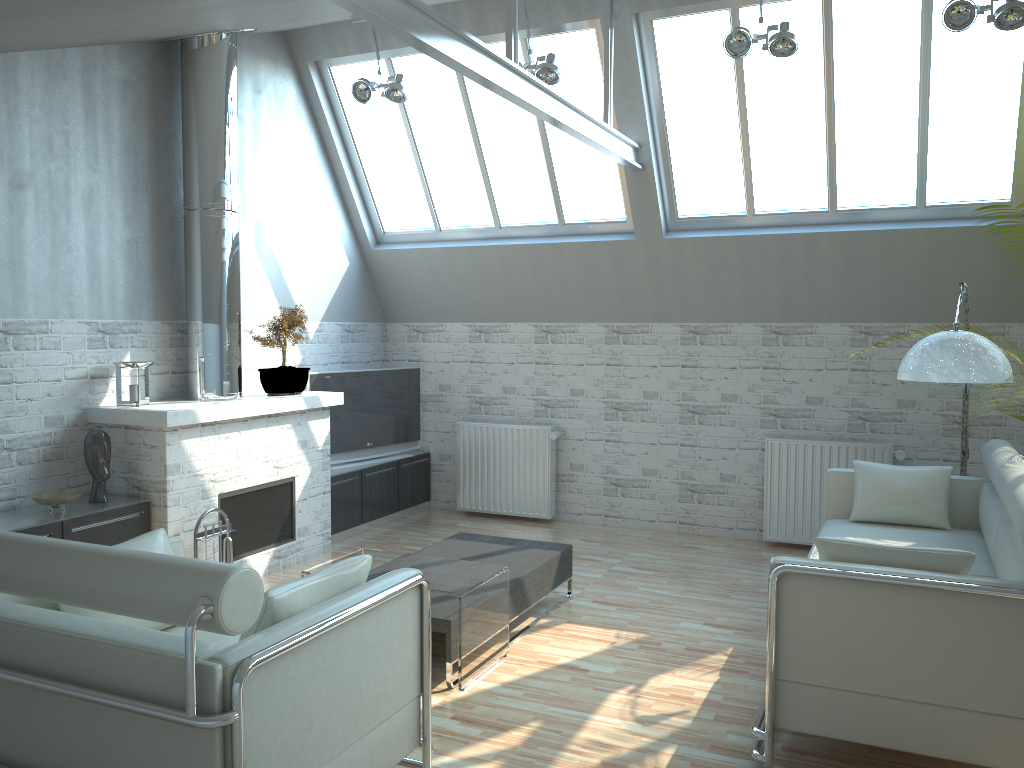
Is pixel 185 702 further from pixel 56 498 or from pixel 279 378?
pixel 279 378

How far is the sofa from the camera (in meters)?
5.83

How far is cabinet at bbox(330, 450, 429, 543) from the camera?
13.38m

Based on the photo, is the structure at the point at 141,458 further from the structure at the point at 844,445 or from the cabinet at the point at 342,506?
the structure at the point at 844,445

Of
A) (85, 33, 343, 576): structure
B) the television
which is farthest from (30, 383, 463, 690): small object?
the television

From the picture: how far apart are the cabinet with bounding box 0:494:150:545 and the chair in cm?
265

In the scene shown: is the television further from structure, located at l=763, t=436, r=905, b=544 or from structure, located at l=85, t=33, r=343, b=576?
structure, located at l=763, t=436, r=905, b=544

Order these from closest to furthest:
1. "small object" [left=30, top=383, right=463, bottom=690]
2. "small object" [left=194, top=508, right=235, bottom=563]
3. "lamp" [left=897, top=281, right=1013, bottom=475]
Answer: "lamp" [left=897, top=281, right=1013, bottom=475], "small object" [left=30, top=383, right=463, bottom=690], "small object" [left=194, top=508, right=235, bottom=563]

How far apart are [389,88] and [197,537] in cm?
626

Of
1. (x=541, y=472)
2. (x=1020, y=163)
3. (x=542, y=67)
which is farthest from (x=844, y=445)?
(x=542, y=67)
